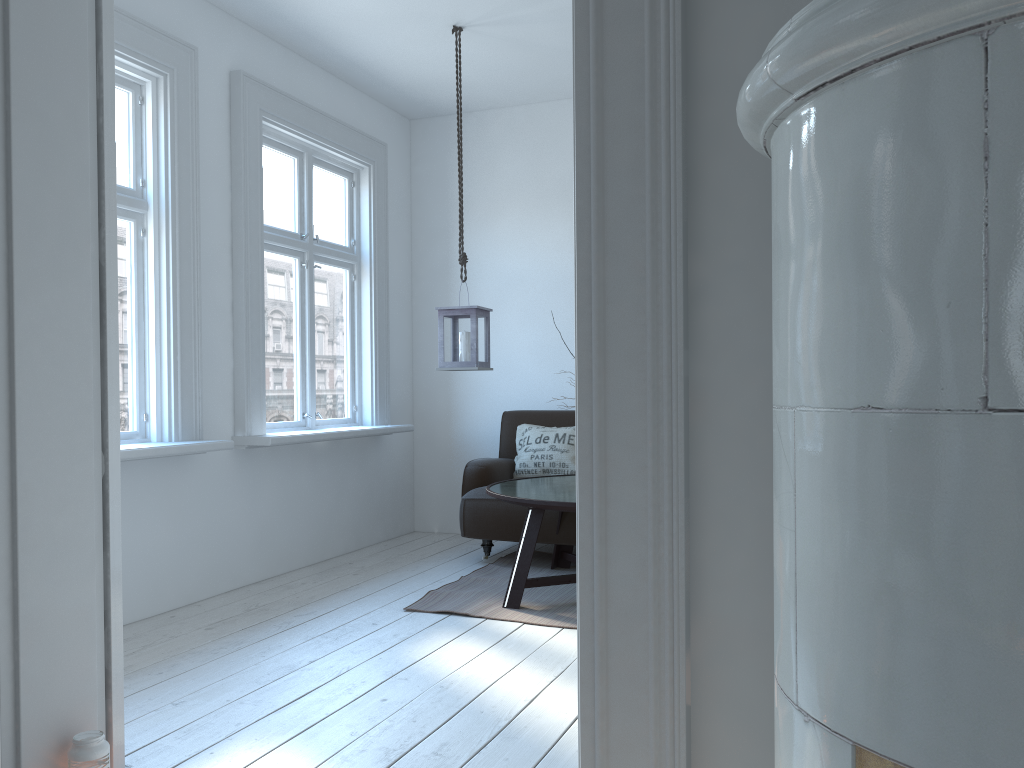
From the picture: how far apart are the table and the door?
1.8 meters

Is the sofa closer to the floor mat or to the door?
the floor mat

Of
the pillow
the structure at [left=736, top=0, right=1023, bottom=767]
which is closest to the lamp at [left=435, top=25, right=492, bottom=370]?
the pillow

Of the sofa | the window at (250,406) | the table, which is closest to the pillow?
the sofa

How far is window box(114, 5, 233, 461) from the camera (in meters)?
3.78

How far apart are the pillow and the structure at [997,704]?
4.1m

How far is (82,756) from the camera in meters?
2.0

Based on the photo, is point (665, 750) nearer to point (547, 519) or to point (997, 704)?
point (997, 704)

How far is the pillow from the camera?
5.15m

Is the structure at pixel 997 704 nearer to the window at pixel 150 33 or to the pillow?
the window at pixel 150 33
